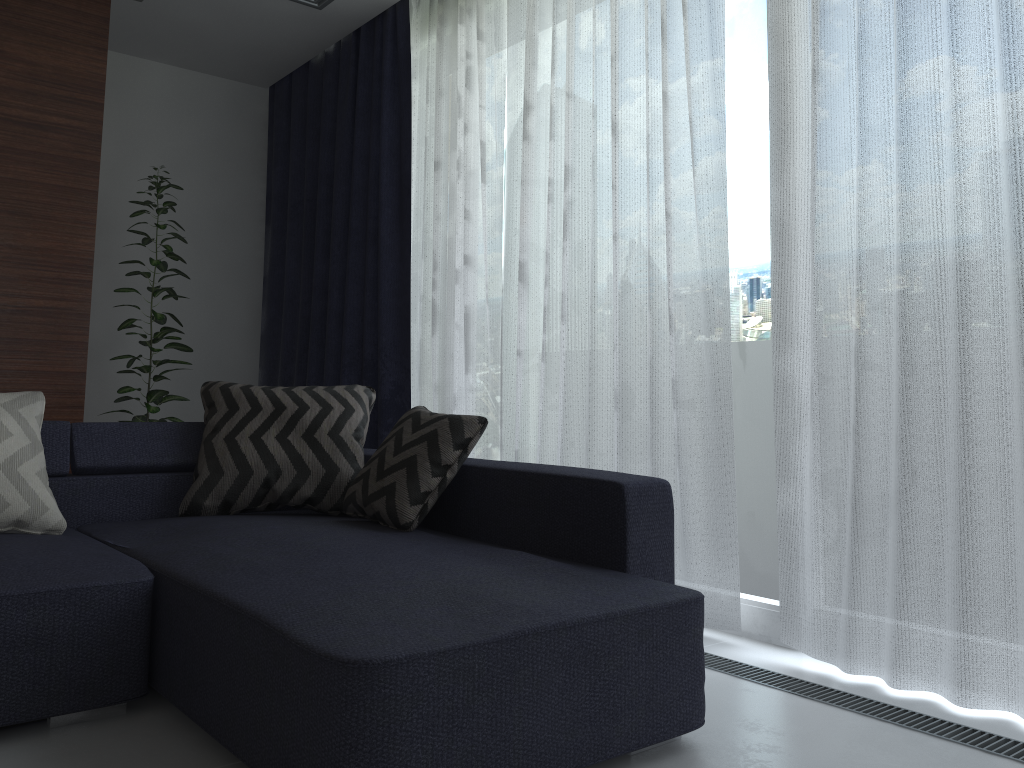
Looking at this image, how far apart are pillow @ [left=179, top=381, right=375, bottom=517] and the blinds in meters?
0.6 m

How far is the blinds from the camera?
2.0 meters

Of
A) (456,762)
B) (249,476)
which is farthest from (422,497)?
(456,762)

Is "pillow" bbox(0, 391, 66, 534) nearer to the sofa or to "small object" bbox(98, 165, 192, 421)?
the sofa

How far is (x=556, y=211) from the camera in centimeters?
328cm

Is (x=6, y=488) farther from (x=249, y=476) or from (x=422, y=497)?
(x=422, y=497)

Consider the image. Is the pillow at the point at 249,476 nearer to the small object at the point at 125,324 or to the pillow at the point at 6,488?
the pillow at the point at 6,488

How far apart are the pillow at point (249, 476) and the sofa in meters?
0.0 m

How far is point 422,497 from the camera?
2.45m

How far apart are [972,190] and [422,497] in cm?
157
